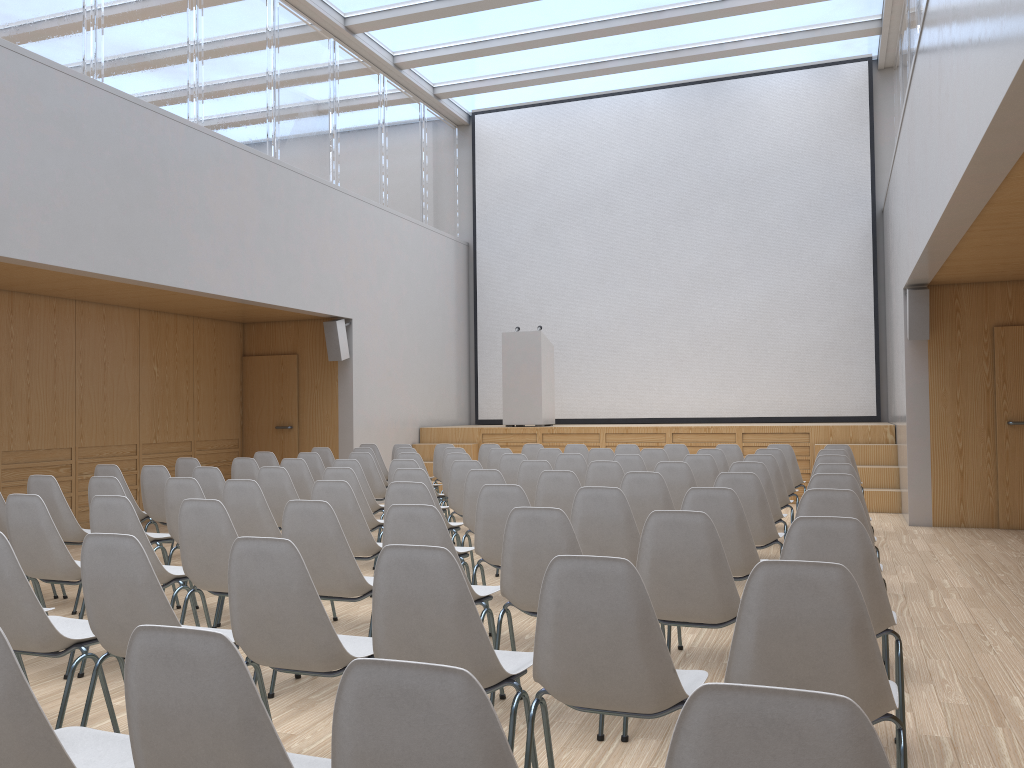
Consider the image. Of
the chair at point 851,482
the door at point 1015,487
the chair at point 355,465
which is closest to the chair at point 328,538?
the chair at point 851,482

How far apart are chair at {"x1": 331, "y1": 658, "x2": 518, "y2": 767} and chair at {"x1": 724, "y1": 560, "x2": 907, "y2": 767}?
1.1 meters

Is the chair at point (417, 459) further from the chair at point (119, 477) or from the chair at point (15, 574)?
the chair at point (15, 574)

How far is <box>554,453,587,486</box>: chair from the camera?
7.51m

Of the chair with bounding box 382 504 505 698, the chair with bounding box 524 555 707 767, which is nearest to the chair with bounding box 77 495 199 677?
the chair with bounding box 382 504 505 698

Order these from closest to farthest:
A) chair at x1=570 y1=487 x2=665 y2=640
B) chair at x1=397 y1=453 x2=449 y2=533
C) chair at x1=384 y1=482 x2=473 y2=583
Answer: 1. chair at x1=570 y1=487 x2=665 y2=640
2. chair at x1=384 y1=482 x2=473 y2=583
3. chair at x1=397 y1=453 x2=449 y2=533

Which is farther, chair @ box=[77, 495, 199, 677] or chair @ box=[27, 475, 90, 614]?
chair @ box=[27, 475, 90, 614]

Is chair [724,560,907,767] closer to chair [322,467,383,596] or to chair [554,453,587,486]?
chair [322,467,383,596]

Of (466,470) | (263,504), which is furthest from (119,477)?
(466,470)

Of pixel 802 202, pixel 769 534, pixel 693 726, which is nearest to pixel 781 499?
pixel 769 534
